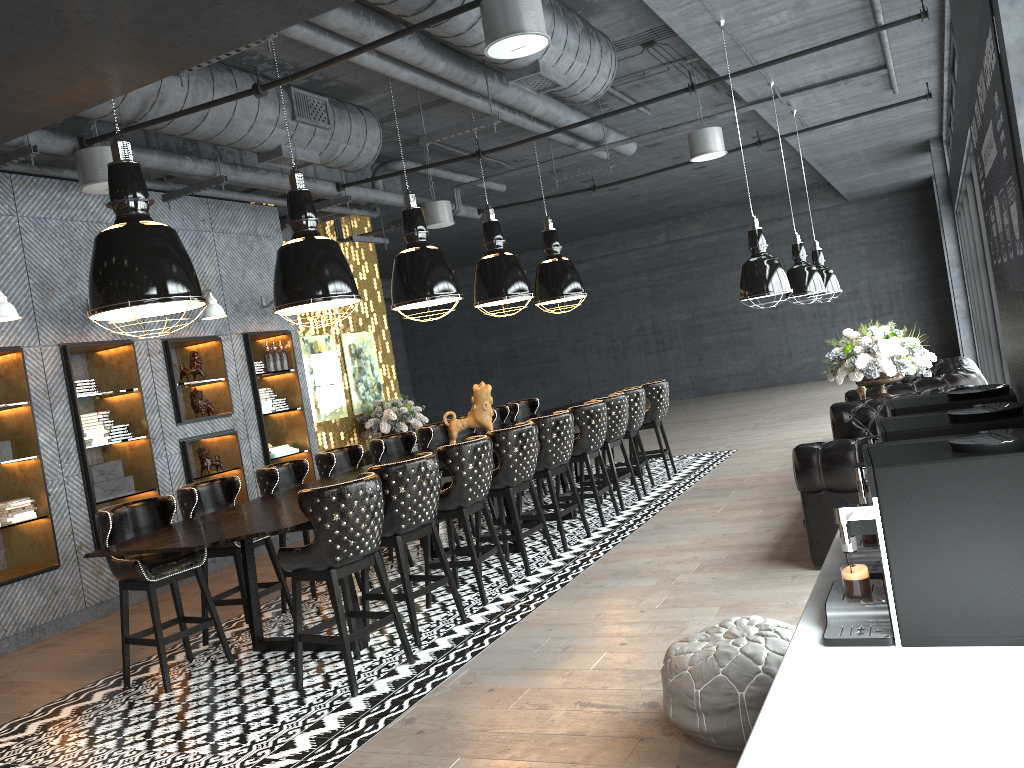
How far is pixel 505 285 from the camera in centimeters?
847cm

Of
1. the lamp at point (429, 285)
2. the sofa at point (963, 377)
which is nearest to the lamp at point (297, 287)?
the lamp at point (429, 285)

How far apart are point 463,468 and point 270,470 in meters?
1.6 m

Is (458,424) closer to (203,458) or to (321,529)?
(203,458)

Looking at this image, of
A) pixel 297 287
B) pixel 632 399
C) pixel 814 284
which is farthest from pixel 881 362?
pixel 297 287

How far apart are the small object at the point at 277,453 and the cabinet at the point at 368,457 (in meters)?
1.10

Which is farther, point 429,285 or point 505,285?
point 505,285

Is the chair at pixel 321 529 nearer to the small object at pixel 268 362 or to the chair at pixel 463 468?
the chair at pixel 463 468

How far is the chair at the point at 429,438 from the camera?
8.46m

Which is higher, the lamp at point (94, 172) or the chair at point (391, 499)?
the lamp at point (94, 172)
